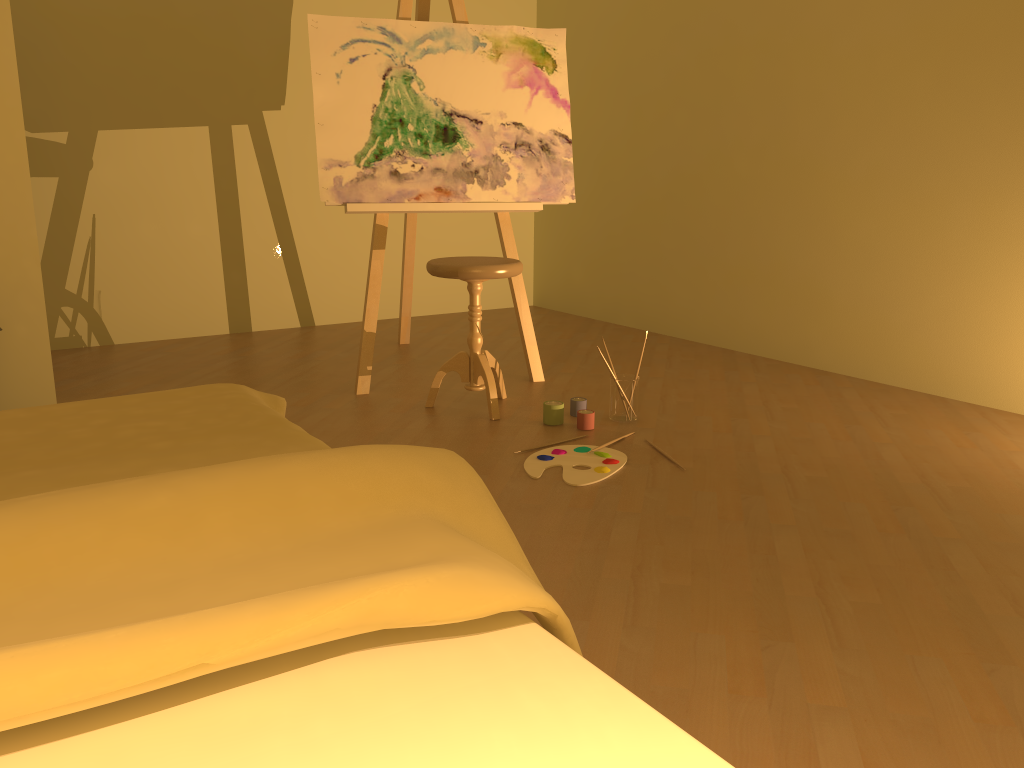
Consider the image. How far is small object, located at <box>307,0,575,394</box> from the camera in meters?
3.4 m

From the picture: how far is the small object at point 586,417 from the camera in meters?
3.0

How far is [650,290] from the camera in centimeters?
489cm

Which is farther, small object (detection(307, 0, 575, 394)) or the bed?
small object (detection(307, 0, 575, 394))

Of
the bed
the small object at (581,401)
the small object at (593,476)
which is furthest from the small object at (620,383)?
the bed

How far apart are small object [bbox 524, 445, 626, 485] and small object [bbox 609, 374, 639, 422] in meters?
0.3

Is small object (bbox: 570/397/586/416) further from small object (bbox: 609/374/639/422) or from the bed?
the bed

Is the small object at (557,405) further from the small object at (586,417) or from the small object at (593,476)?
the small object at (593,476)

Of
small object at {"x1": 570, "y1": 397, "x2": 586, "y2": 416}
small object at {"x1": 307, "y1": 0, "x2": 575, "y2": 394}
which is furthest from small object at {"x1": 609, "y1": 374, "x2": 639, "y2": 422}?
small object at {"x1": 307, "y1": 0, "x2": 575, "y2": 394}

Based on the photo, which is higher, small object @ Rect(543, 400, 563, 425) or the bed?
the bed
